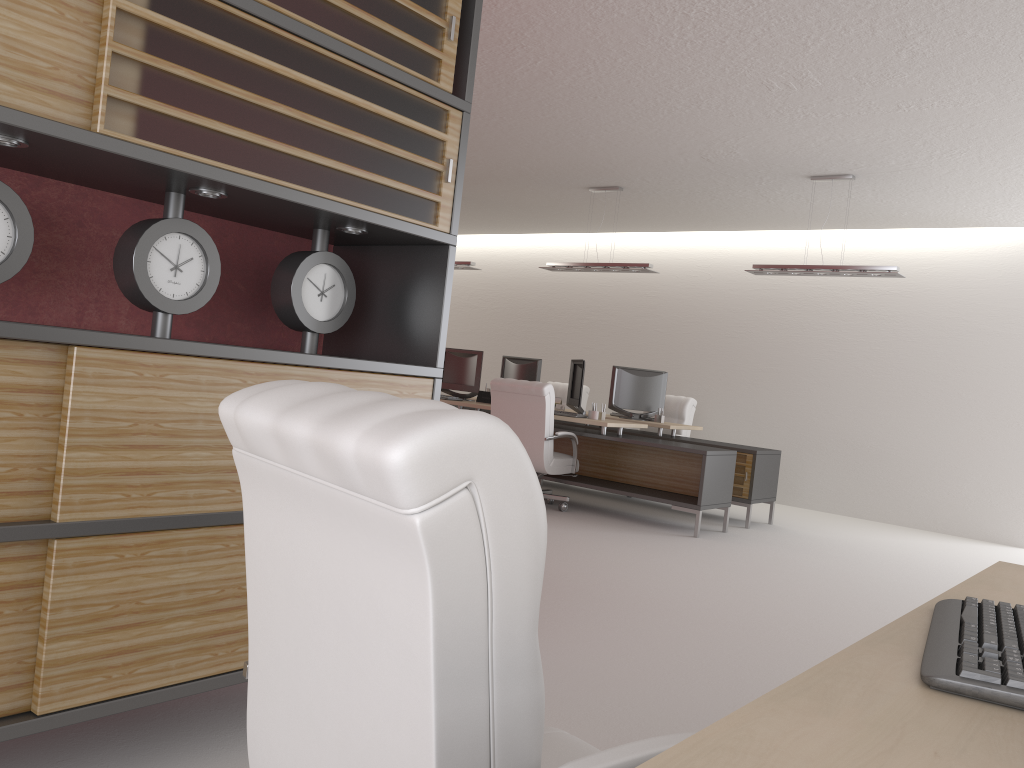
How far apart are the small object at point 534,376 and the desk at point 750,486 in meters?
2.3 m

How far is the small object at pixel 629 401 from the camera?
13.40m

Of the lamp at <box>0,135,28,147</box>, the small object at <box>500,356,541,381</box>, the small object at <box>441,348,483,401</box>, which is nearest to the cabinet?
the lamp at <box>0,135,28,147</box>

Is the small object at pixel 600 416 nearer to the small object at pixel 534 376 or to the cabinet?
the small object at pixel 534 376

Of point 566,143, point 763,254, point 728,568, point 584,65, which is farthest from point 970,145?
point 763,254

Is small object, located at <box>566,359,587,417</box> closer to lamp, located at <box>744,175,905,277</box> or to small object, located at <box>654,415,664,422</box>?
small object, located at <box>654,415,664,422</box>

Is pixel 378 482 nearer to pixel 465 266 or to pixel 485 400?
pixel 485 400

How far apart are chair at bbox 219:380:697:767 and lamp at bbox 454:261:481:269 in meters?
12.2 m

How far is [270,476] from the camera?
1.85m

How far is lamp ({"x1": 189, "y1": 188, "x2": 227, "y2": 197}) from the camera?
3.5m
